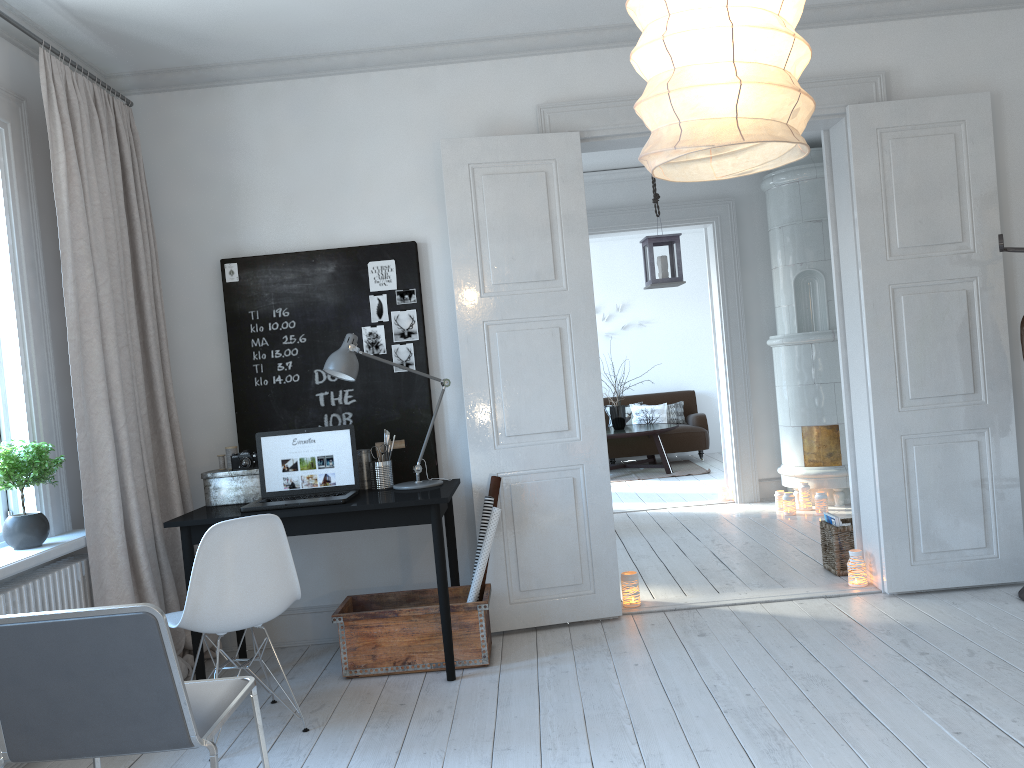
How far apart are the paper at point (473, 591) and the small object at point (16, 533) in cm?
171

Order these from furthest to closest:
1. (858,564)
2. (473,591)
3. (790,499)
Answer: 1. (790,499)
2. (858,564)
3. (473,591)

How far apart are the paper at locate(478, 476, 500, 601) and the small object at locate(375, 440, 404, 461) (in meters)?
0.47

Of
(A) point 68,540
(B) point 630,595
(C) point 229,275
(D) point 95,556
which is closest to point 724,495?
(B) point 630,595

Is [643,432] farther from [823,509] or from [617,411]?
[823,509]

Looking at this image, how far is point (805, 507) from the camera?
6.7m

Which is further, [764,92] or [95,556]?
[95,556]

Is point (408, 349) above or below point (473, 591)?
above

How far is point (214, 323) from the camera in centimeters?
434cm

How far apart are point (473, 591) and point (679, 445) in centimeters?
678cm
